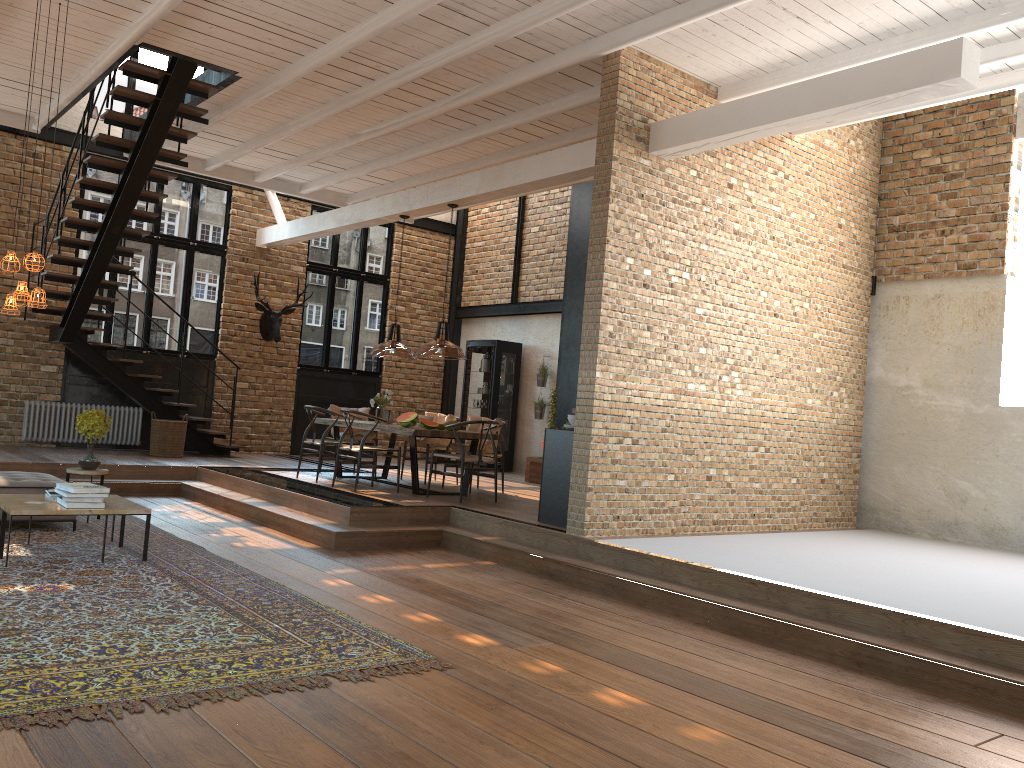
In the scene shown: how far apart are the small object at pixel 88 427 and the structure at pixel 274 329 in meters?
5.6

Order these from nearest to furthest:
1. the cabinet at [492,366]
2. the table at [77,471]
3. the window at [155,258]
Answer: the table at [77,471] → the window at [155,258] → the cabinet at [492,366]

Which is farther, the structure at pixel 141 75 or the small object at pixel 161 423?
the small object at pixel 161 423

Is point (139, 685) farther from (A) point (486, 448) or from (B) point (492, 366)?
(B) point (492, 366)

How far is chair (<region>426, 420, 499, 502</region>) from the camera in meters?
9.1 m

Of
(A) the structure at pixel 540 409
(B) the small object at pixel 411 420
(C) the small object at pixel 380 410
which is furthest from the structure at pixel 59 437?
(A) the structure at pixel 540 409

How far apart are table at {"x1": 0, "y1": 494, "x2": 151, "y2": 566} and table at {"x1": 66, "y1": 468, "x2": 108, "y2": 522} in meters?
1.3

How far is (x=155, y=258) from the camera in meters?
13.0 m

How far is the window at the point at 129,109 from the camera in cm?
1273

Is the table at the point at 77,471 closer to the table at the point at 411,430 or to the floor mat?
the floor mat
